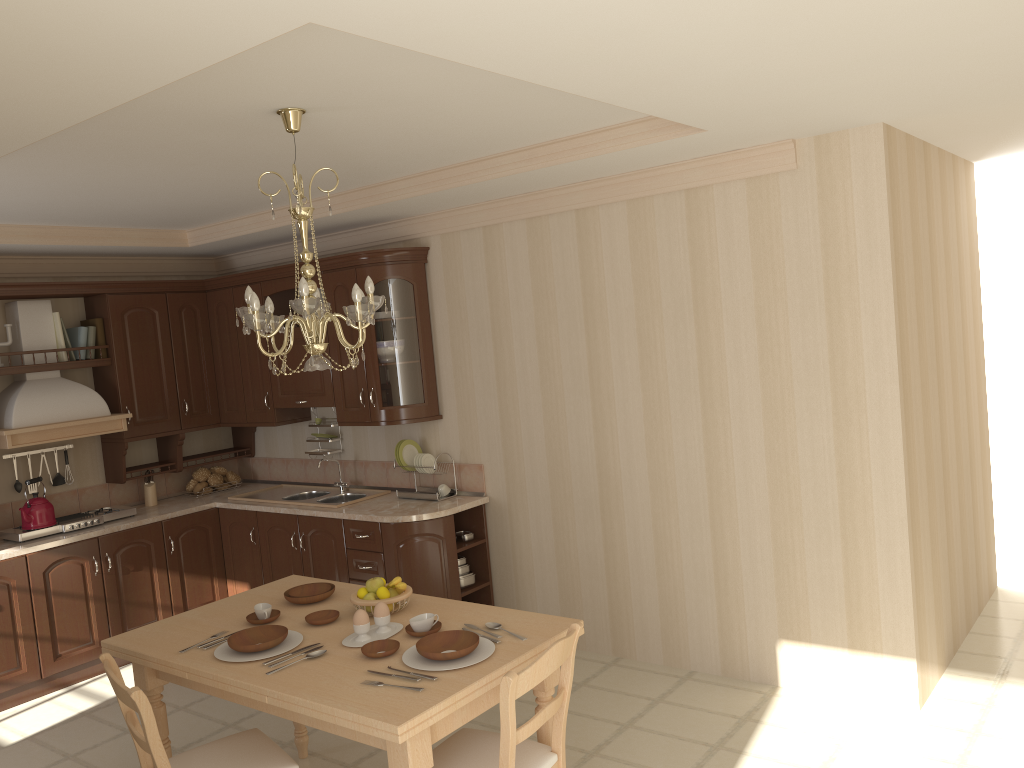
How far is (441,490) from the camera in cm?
522

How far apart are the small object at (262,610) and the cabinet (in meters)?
1.45

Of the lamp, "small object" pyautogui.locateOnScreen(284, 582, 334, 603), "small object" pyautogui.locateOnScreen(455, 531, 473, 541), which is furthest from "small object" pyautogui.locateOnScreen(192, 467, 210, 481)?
the lamp

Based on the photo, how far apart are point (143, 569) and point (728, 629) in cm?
347

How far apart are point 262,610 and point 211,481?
3.1m

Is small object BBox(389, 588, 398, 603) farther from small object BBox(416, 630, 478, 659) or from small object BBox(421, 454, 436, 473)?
small object BBox(421, 454, 436, 473)

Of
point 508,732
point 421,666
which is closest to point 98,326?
point 421,666

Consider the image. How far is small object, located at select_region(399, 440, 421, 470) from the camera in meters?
5.3 m

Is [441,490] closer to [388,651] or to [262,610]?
[262,610]

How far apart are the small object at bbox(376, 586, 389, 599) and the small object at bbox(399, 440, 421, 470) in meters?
2.0
